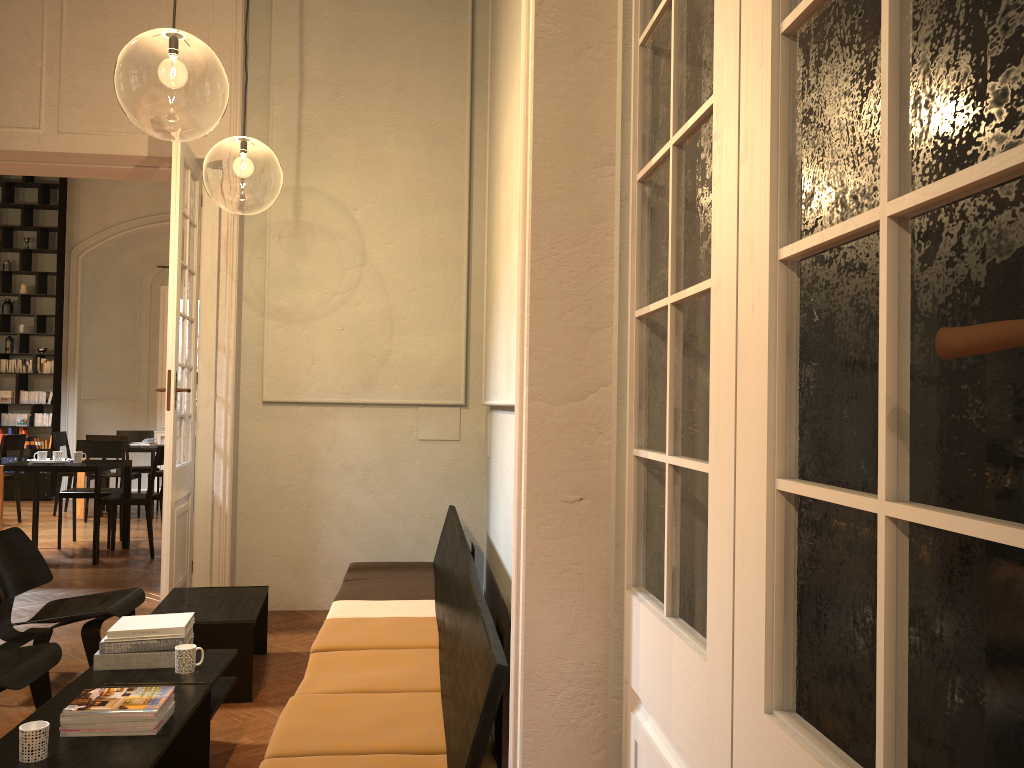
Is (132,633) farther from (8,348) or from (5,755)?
(8,348)

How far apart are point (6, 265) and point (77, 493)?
5.95m

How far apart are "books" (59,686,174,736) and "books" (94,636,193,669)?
0.55m

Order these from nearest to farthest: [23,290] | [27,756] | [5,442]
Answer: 1. [27,756]
2. [5,442]
3. [23,290]

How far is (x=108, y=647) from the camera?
3.6 meters

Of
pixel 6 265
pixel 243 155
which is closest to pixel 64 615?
pixel 243 155

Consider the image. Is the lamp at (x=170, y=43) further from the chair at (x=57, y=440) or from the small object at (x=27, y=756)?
the chair at (x=57, y=440)

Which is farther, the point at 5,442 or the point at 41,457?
the point at 5,442

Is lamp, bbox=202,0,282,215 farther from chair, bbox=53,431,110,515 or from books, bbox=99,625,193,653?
books, bbox=99,625,193,653

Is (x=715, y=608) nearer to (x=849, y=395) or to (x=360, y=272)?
(x=849, y=395)
